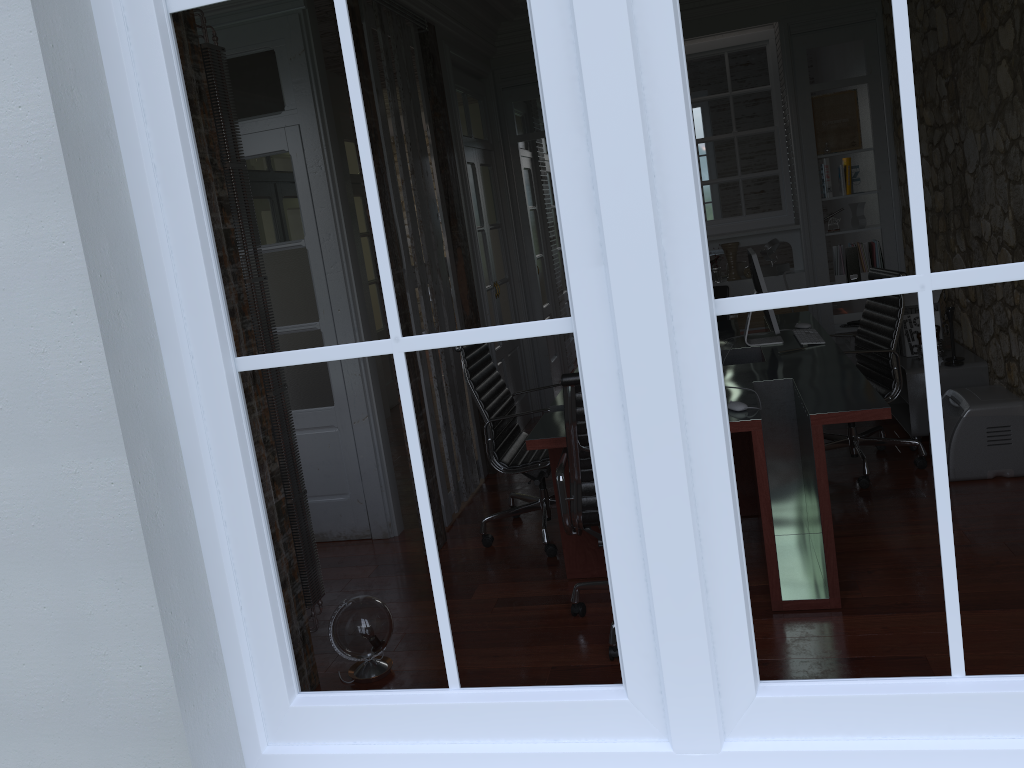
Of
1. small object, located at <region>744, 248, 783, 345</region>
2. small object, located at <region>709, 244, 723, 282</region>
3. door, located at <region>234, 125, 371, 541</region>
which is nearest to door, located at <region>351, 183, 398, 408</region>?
small object, located at <region>709, 244, 723, 282</region>

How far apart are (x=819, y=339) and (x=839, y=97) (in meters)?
2.77

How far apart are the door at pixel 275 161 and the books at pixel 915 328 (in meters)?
3.15

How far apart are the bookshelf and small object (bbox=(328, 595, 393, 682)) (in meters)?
3.09

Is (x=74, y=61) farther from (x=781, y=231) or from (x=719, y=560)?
(x=781, y=231)

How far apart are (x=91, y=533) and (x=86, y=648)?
0.24m

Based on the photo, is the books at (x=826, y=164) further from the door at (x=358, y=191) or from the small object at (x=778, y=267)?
the door at (x=358, y=191)

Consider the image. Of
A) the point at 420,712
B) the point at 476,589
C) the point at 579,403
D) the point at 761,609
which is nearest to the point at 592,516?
the point at 579,403

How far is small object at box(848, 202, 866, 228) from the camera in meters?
6.4

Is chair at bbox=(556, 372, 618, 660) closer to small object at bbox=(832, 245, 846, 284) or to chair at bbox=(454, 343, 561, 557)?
chair at bbox=(454, 343, 561, 557)
